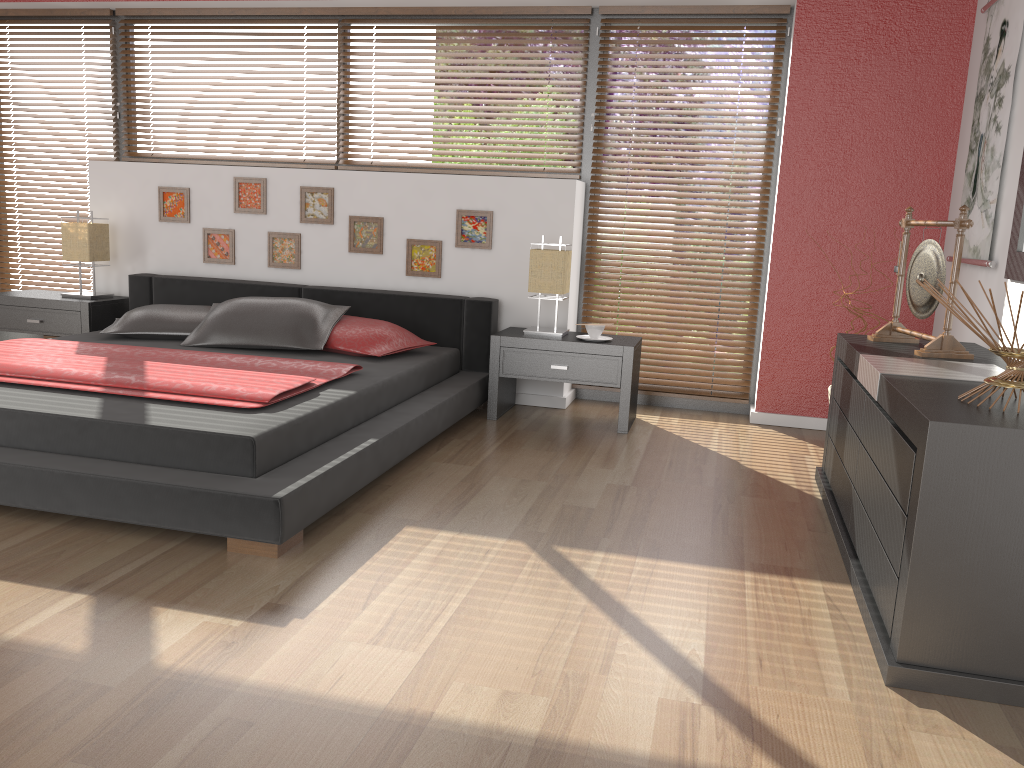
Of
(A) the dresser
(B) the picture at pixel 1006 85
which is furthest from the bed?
(B) the picture at pixel 1006 85

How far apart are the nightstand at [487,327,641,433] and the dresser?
1.0 meters

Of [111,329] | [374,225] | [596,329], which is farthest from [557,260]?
[111,329]

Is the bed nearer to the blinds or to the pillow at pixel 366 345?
the pillow at pixel 366 345

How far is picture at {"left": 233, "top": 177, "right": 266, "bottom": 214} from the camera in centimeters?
496cm

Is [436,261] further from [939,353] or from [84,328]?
[939,353]

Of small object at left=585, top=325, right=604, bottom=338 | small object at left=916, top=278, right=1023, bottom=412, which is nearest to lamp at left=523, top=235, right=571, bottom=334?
small object at left=585, top=325, right=604, bottom=338

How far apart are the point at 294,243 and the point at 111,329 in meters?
1.1 m

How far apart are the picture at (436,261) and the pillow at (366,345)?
0.6 meters

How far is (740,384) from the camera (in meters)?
4.79
